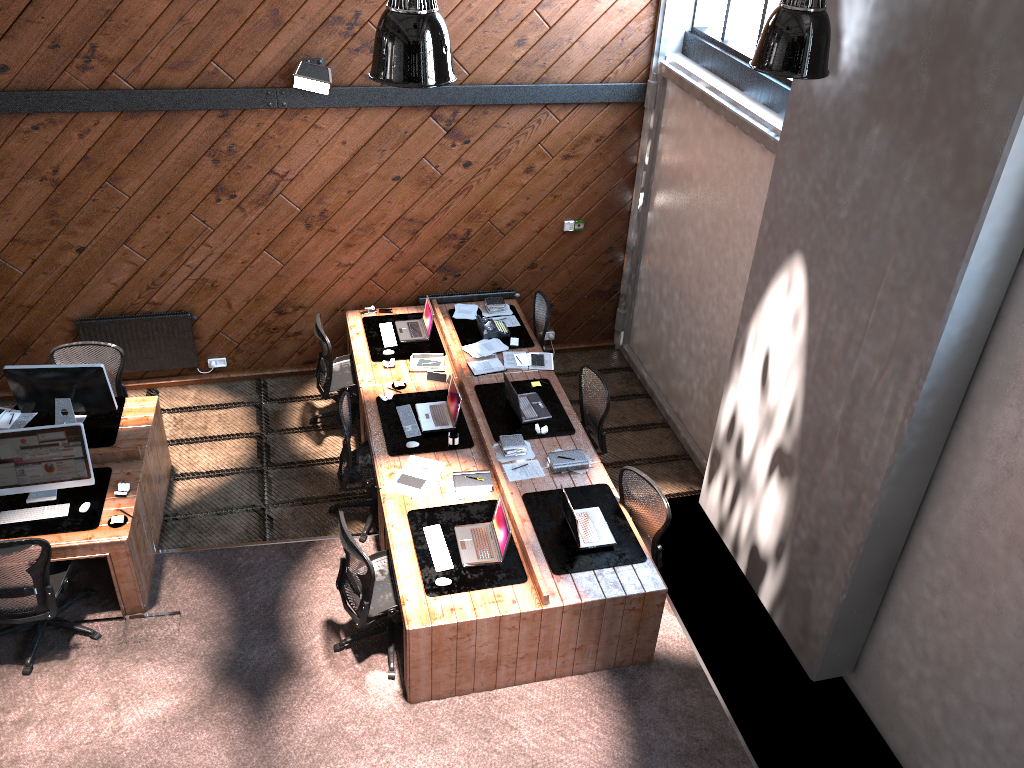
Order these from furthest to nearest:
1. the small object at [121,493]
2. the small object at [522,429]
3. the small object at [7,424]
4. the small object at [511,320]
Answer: the small object at [511,320] → the small object at [522,429] → the small object at [7,424] → the small object at [121,493]

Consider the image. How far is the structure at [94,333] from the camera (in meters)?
8.29

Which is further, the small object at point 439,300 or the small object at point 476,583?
the small object at point 439,300

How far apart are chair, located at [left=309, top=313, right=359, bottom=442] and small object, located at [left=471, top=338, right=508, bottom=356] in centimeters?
118cm

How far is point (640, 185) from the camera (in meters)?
8.85

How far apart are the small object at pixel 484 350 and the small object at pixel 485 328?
0.07m

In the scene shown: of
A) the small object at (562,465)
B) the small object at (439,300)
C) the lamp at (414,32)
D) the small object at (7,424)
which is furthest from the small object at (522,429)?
the small object at (7,424)

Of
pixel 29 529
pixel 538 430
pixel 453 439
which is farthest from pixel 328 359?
pixel 29 529

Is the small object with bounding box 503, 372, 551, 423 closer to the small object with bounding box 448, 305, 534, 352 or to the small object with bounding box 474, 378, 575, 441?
the small object with bounding box 474, 378, 575, 441

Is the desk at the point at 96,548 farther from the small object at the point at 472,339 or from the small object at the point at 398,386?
the small object at the point at 472,339
